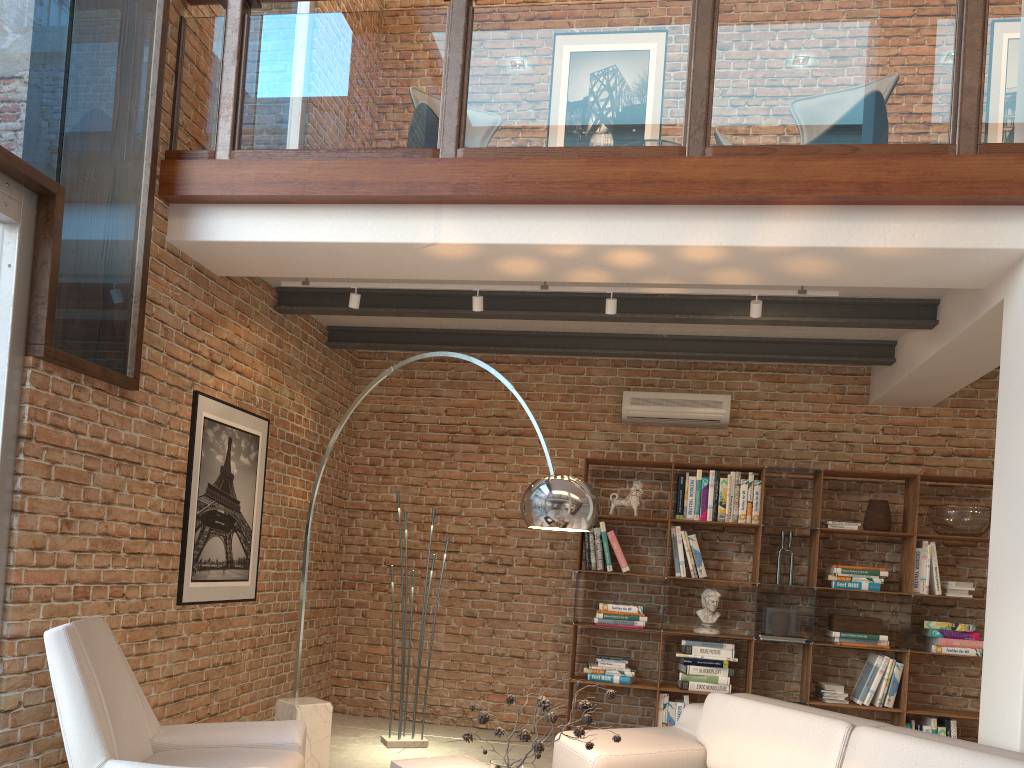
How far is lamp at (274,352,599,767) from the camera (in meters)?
3.37

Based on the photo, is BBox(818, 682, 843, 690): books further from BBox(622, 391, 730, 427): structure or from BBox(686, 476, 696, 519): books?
BBox(622, 391, 730, 427): structure

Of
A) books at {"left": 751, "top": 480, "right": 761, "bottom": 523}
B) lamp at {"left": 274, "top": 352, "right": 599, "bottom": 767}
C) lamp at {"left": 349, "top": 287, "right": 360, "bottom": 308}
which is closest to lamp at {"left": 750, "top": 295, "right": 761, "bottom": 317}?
lamp at {"left": 274, "top": 352, "right": 599, "bottom": 767}

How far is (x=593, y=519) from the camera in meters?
3.4 m

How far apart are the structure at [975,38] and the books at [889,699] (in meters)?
3.44

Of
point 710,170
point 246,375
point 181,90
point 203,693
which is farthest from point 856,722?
point 181,90

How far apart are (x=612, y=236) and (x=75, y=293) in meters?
2.5

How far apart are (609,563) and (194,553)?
2.98m

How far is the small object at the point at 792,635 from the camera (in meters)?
6.13

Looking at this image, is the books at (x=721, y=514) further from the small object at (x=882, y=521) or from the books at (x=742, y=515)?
the small object at (x=882, y=521)
